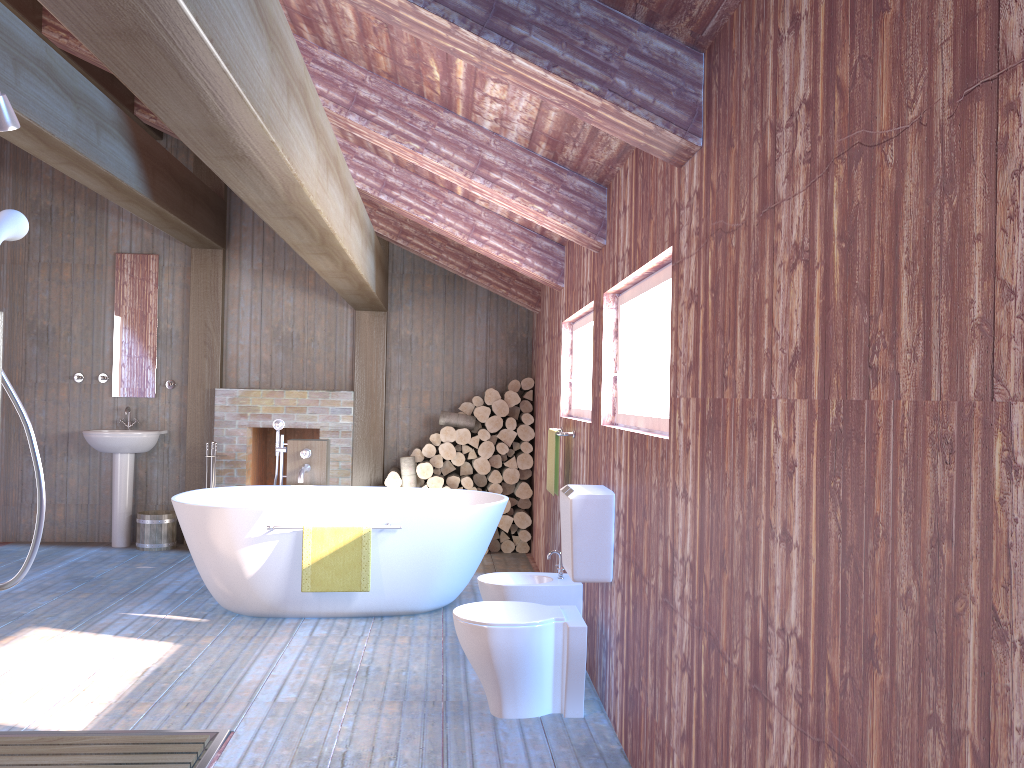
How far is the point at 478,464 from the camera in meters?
7.1

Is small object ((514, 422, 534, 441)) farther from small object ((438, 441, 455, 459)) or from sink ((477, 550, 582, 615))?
sink ((477, 550, 582, 615))

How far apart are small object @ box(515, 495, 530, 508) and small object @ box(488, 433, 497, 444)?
0.57m

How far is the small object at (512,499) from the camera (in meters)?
7.28

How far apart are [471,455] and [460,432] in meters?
0.2 m

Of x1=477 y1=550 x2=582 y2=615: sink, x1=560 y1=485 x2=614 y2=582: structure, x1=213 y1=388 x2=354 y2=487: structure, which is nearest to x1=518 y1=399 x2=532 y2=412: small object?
x1=213 y1=388 x2=354 y2=487: structure

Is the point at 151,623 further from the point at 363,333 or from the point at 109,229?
the point at 109,229

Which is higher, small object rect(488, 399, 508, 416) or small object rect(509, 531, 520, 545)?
small object rect(488, 399, 508, 416)

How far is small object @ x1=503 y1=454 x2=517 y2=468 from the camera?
7.2m

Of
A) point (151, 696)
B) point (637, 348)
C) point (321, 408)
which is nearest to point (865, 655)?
point (637, 348)
